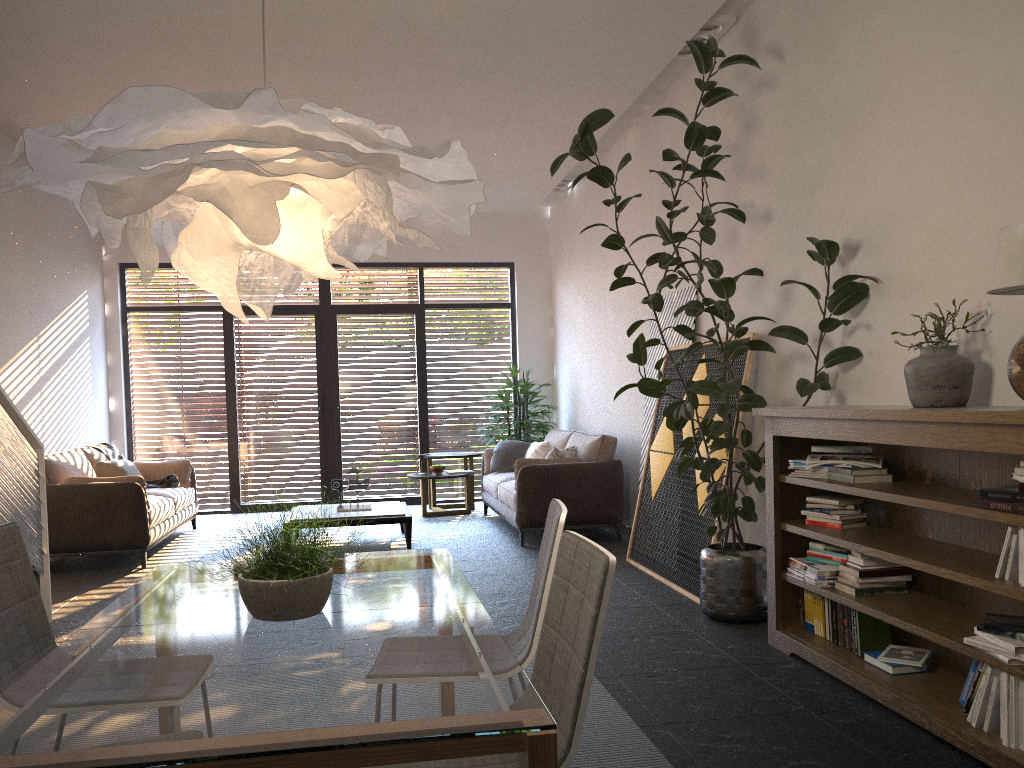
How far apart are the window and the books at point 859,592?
7.2m

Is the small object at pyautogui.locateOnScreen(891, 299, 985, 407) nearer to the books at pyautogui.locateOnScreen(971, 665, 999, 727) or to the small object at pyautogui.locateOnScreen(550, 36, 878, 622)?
the small object at pyautogui.locateOnScreen(550, 36, 878, 622)

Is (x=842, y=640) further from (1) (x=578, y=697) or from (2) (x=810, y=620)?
(1) (x=578, y=697)

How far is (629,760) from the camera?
3.0m

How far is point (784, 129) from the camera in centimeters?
498cm

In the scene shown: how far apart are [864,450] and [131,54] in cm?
486

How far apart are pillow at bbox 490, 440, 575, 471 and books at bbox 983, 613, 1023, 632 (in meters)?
4.89

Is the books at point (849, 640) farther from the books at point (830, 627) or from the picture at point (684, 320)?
the picture at point (684, 320)

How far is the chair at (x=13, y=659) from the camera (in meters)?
2.45

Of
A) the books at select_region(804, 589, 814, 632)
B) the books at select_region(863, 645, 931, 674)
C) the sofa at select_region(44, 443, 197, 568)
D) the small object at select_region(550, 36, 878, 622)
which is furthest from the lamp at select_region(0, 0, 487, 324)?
the sofa at select_region(44, 443, 197, 568)
